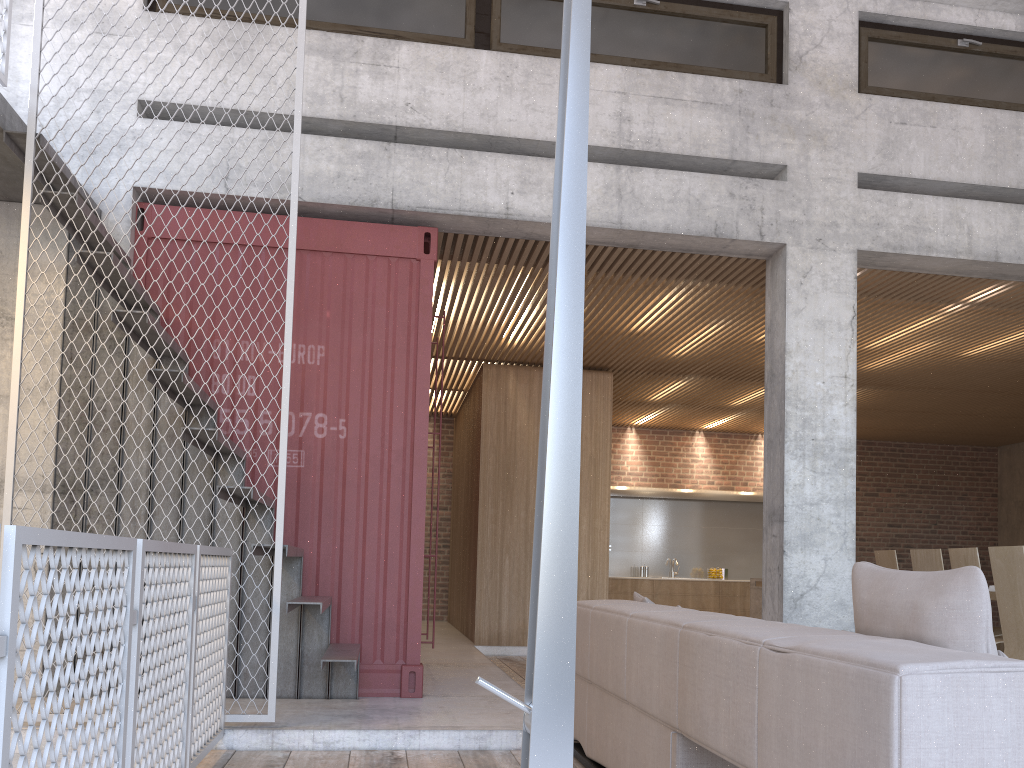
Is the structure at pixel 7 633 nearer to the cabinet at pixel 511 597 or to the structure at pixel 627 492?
the cabinet at pixel 511 597

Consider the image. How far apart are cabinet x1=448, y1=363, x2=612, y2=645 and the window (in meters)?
4.16

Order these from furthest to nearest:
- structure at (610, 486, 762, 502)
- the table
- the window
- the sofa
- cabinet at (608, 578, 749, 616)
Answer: structure at (610, 486, 762, 502), cabinet at (608, 578, 749, 616), the table, the window, the sofa

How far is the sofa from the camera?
1.66m

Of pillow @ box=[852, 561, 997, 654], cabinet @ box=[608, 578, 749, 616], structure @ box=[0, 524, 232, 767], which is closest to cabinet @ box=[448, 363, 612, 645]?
cabinet @ box=[608, 578, 749, 616]

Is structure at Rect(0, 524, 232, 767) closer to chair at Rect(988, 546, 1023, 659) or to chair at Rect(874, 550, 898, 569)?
chair at Rect(988, 546, 1023, 659)

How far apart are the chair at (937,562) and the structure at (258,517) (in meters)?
4.28

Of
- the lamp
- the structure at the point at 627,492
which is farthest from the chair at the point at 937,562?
the structure at the point at 627,492

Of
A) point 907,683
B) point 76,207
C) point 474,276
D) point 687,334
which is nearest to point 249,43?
point 76,207

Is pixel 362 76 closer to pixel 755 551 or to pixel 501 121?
pixel 501 121
